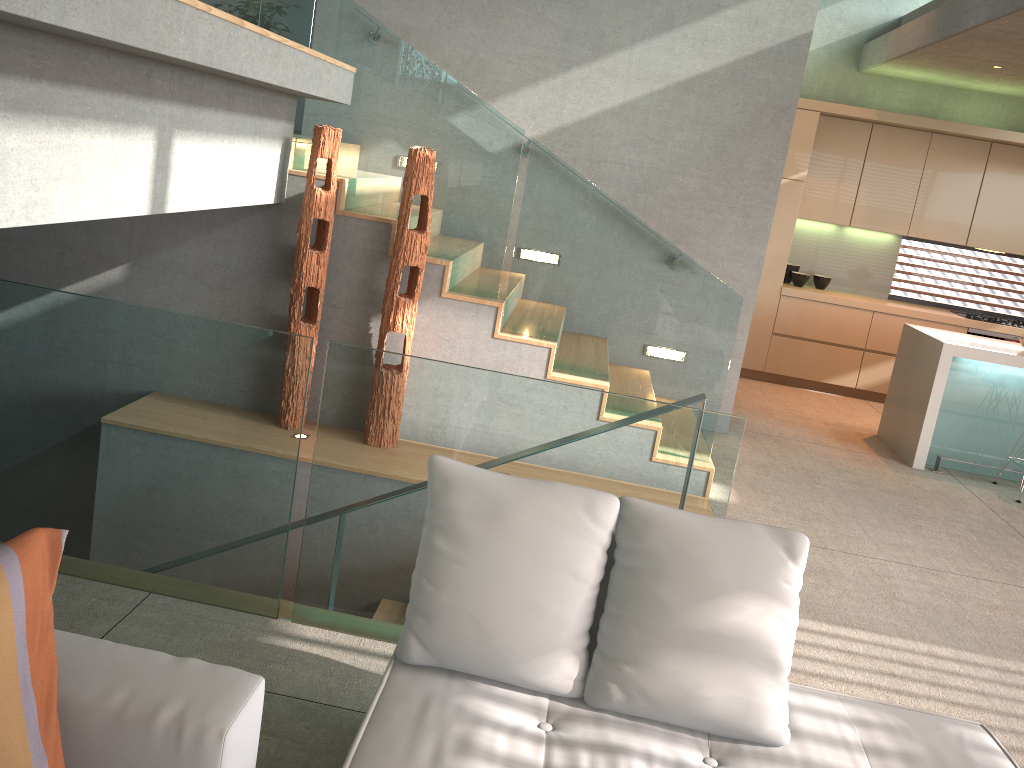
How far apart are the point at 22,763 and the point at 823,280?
8.0 meters

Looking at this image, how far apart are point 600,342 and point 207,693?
3.5 meters

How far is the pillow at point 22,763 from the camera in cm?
149

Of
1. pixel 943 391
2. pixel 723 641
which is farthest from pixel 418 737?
pixel 943 391

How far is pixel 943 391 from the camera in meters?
6.0 m

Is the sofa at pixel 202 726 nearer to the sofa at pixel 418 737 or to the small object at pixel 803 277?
the sofa at pixel 418 737

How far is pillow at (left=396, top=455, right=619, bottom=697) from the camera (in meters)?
2.14

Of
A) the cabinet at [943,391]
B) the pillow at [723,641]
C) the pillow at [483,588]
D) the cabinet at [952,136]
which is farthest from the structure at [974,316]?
the pillow at [483,588]

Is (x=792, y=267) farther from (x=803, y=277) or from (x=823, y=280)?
(x=823, y=280)

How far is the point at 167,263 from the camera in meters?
4.9 m
